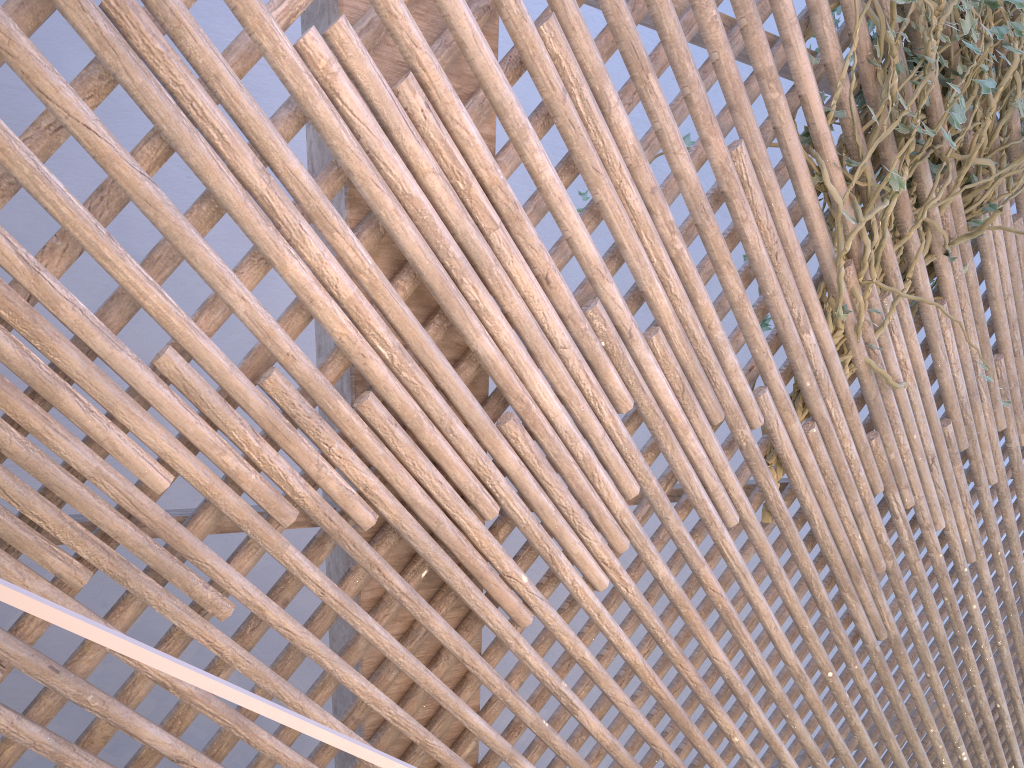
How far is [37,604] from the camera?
0.5 meters

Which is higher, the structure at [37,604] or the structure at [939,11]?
the structure at [939,11]

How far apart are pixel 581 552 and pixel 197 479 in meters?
0.7 m

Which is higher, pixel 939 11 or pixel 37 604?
pixel 939 11

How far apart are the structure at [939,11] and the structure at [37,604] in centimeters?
136cm

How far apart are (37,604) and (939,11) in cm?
190

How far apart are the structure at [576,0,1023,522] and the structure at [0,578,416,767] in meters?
1.4

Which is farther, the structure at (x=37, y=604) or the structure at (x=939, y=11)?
the structure at (x=939, y=11)

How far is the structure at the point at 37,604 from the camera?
0.5 meters

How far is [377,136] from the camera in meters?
1.2
